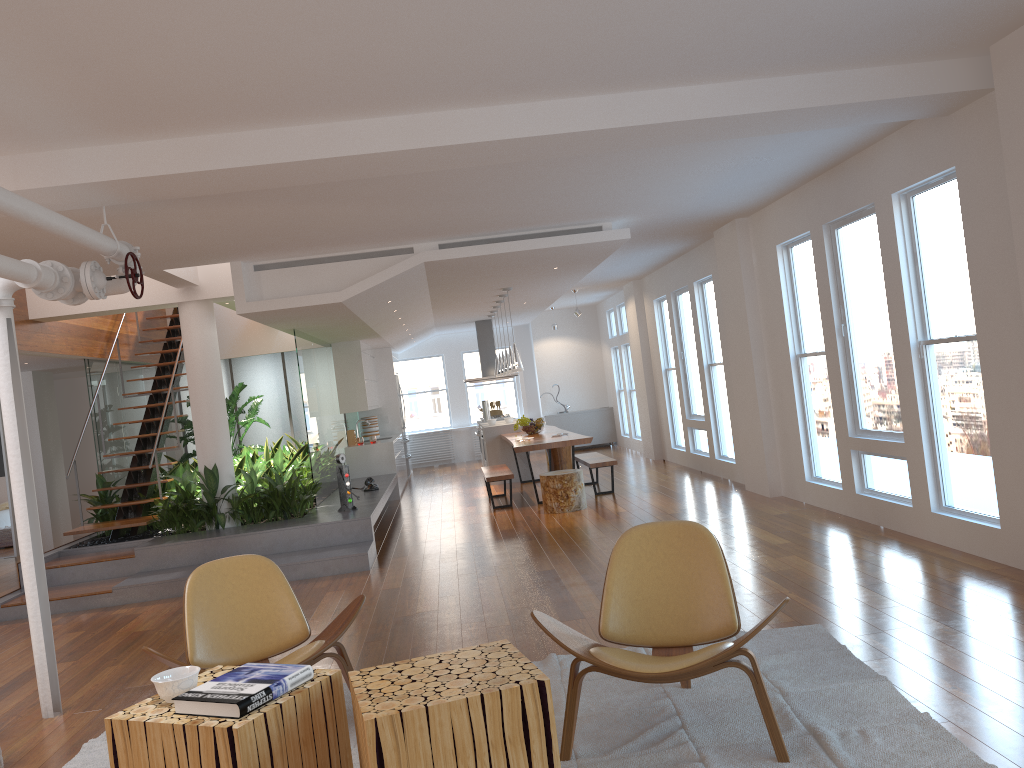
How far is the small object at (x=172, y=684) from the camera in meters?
2.8 m

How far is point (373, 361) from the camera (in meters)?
14.28

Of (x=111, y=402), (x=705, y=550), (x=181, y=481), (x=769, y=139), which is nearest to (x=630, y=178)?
(x=769, y=139)

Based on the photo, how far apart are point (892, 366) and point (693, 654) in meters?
4.0

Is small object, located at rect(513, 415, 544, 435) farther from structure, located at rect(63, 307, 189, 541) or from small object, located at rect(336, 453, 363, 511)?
structure, located at rect(63, 307, 189, 541)

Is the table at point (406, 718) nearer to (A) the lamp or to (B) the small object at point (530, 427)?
(A) the lamp

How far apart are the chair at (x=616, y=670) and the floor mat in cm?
3

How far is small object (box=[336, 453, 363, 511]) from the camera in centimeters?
862cm

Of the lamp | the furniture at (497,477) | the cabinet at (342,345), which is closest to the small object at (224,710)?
the furniture at (497,477)

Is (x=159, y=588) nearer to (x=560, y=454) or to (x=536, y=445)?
(x=536, y=445)
